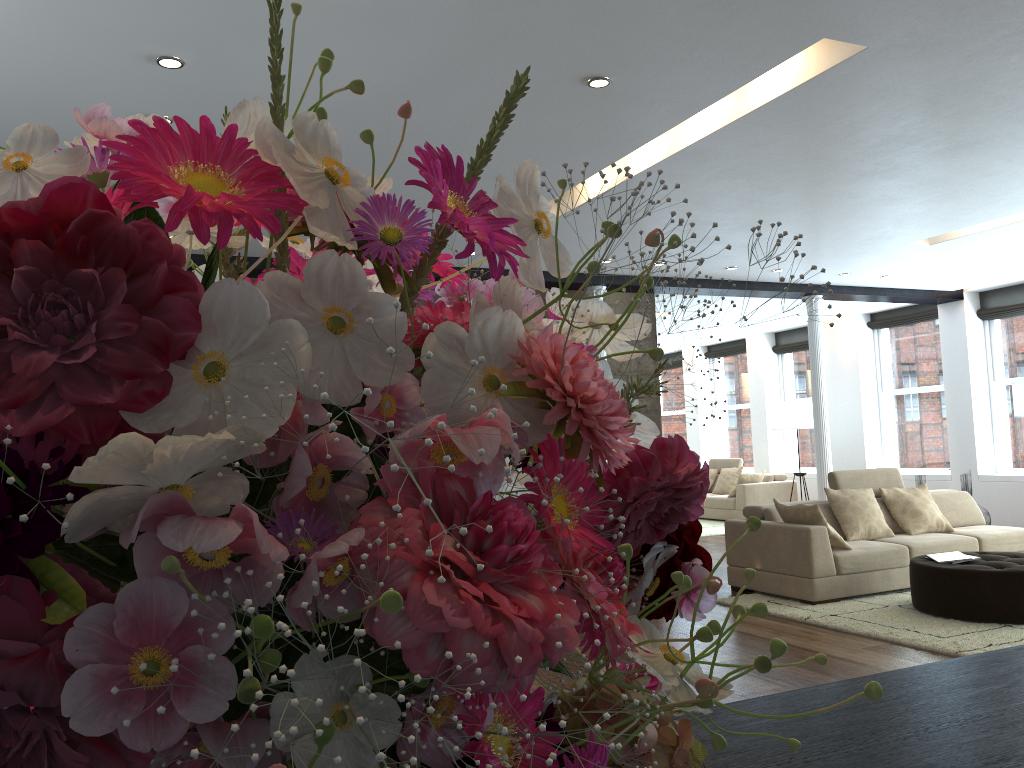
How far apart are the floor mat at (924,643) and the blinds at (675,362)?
10.58m

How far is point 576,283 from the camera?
8.96m

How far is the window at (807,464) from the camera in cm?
1426

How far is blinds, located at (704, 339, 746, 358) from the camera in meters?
15.6

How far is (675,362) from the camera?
17.3m

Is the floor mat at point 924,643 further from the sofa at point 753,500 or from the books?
the sofa at point 753,500

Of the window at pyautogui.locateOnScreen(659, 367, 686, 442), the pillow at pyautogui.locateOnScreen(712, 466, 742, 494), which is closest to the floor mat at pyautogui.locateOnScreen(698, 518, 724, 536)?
the pillow at pyautogui.locateOnScreen(712, 466, 742, 494)

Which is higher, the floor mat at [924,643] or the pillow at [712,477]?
the pillow at [712,477]

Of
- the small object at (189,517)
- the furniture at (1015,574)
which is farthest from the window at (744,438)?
the small object at (189,517)

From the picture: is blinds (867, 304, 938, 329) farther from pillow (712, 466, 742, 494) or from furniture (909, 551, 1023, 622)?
furniture (909, 551, 1023, 622)
